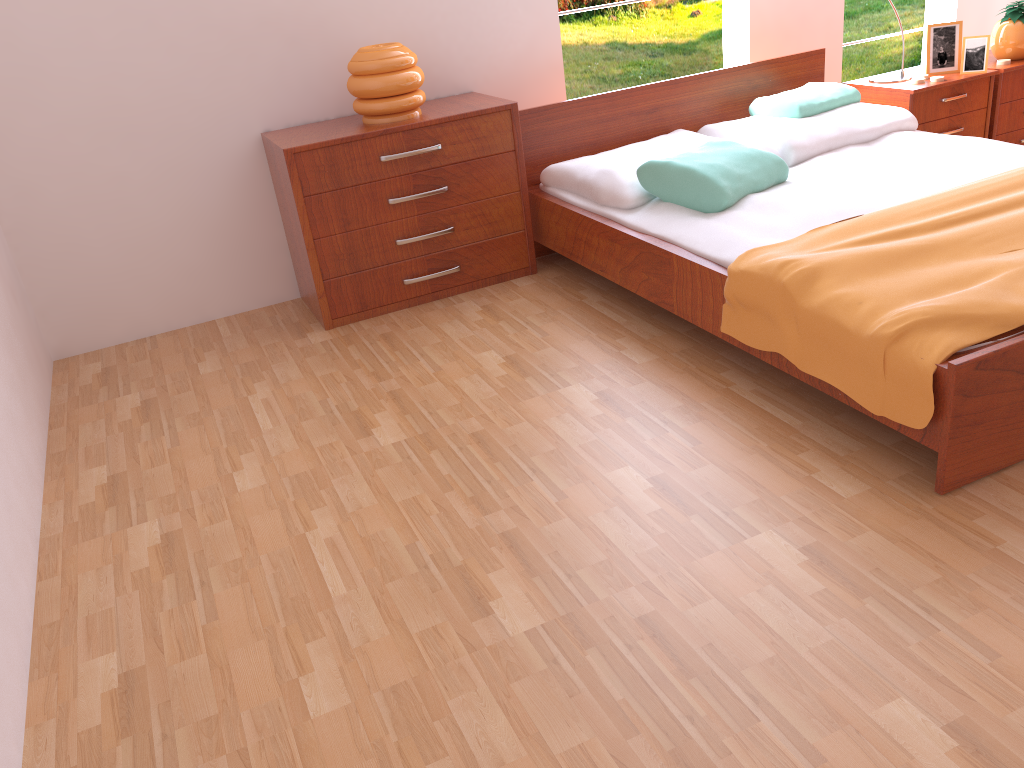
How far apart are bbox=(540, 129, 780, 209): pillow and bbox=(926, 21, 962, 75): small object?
1.0m

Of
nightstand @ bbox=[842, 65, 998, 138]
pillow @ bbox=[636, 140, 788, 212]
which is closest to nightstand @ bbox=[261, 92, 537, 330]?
pillow @ bbox=[636, 140, 788, 212]

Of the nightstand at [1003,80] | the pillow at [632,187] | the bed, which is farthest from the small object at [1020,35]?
the pillow at [632,187]

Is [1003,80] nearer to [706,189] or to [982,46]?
[982,46]

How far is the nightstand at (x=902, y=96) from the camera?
3.39m

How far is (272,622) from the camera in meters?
1.7 m

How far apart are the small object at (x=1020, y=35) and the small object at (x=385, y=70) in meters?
2.4 m

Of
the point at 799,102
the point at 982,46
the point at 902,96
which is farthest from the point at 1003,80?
the point at 799,102

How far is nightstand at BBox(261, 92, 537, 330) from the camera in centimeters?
288cm

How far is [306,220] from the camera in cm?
288
